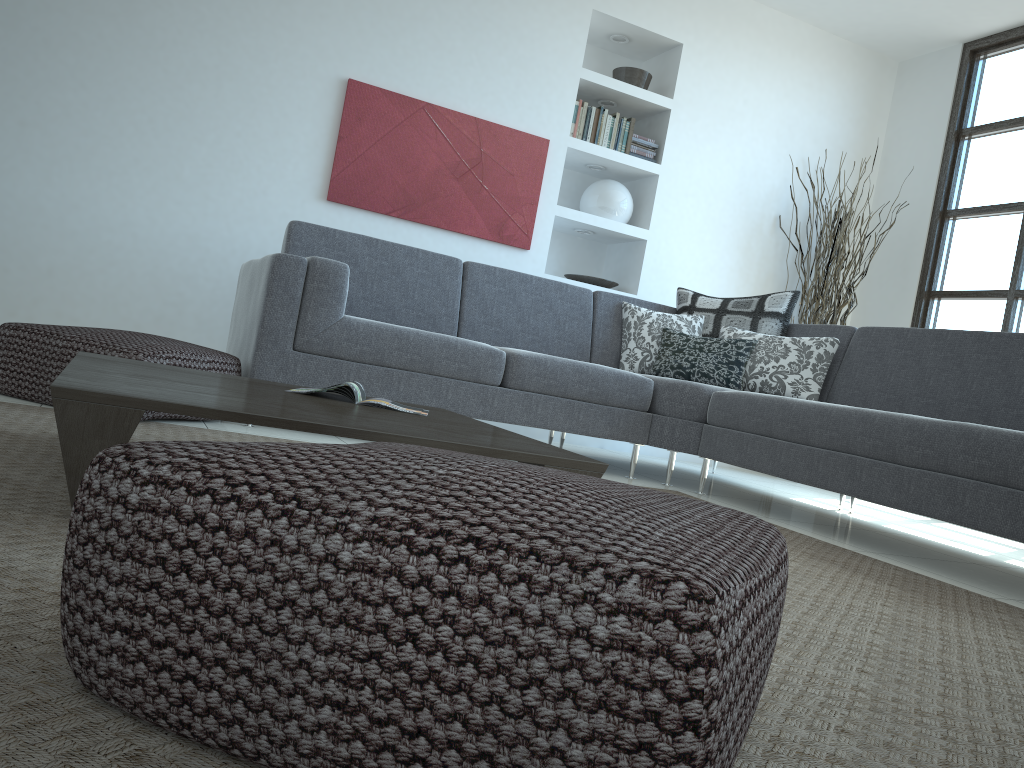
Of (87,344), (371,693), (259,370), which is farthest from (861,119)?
(371,693)

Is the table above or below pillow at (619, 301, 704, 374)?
below

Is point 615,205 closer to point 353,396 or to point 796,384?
point 796,384

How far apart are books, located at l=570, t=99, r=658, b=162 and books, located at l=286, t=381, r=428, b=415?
3.4 meters

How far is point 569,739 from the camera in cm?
63

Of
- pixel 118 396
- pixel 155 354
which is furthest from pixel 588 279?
pixel 118 396

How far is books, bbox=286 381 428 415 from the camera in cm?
220

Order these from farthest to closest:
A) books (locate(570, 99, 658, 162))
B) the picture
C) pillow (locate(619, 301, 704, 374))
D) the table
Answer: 1. books (locate(570, 99, 658, 162))
2. the picture
3. pillow (locate(619, 301, 704, 374))
4. the table

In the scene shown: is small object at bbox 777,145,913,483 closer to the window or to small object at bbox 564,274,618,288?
the window

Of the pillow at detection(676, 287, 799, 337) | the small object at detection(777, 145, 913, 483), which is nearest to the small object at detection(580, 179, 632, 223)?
the pillow at detection(676, 287, 799, 337)
